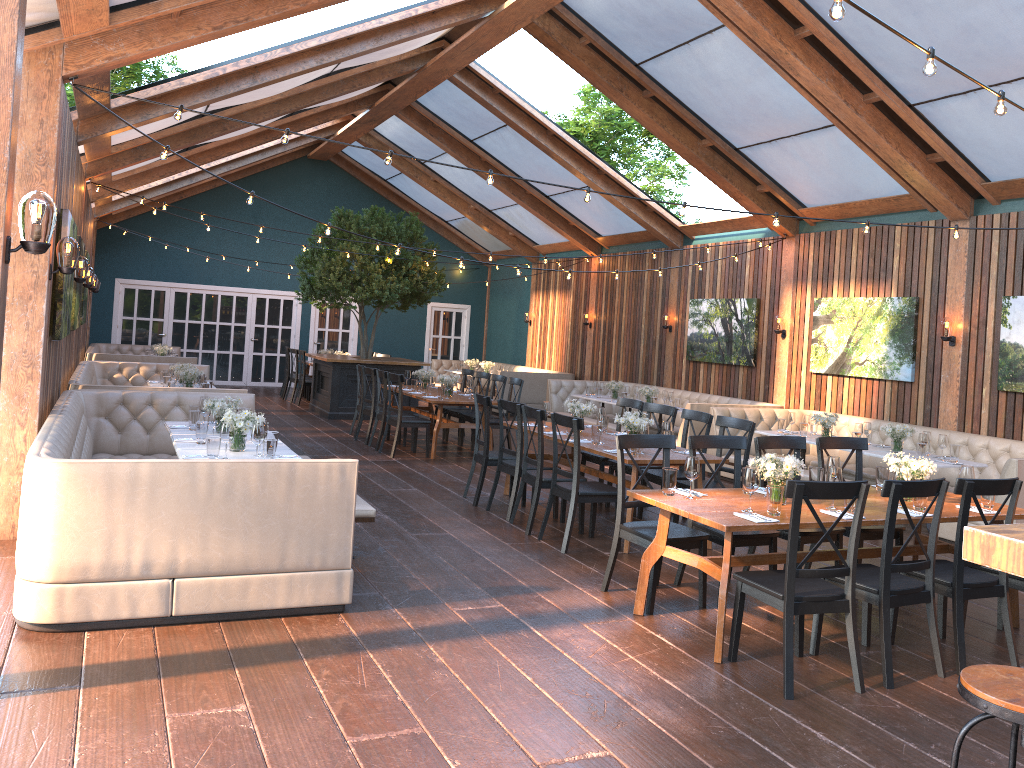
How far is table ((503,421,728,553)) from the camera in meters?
6.8

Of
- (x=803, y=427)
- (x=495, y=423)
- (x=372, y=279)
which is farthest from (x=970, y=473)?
(x=372, y=279)

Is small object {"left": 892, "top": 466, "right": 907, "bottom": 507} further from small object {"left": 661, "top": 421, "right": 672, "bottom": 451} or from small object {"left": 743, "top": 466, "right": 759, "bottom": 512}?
small object {"left": 661, "top": 421, "right": 672, "bottom": 451}

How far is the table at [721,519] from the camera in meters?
4.7

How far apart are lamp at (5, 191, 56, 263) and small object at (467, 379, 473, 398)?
7.9 meters

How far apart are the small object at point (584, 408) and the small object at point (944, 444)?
3.4 meters

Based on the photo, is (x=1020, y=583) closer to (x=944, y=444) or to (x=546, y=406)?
(x=944, y=444)

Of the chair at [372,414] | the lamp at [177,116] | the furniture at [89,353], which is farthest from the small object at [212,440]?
the furniture at [89,353]

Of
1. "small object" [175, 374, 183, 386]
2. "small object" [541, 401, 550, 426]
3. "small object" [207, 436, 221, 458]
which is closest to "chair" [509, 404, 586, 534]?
"small object" [541, 401, 550, 426]

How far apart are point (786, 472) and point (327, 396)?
10.9m
